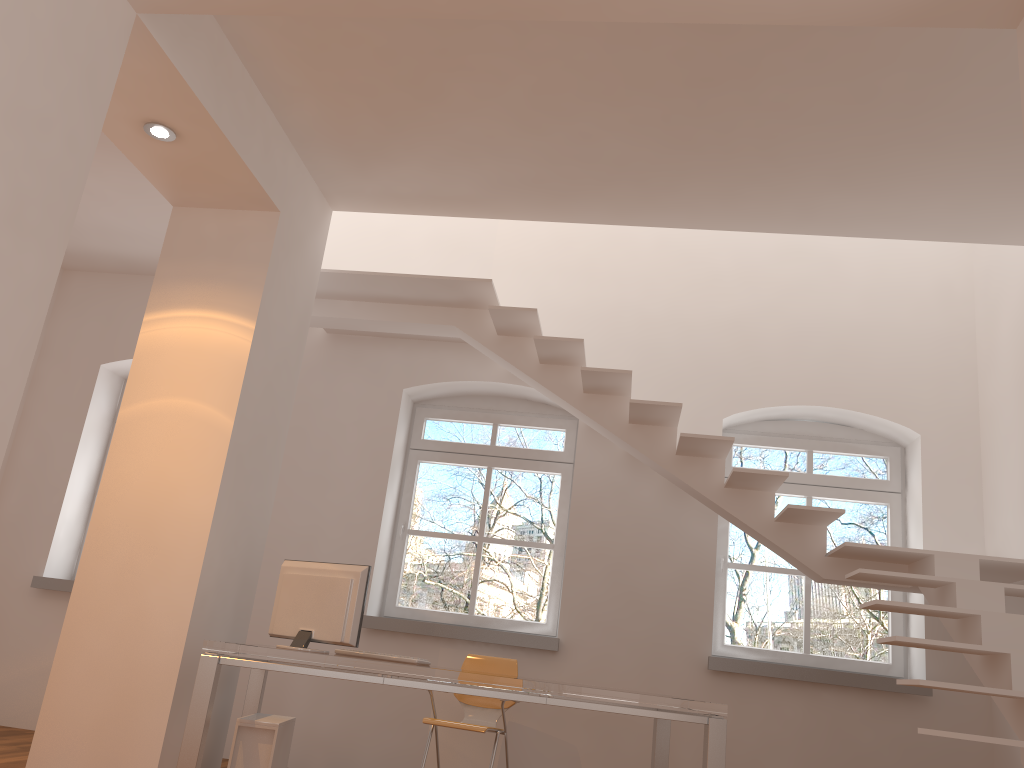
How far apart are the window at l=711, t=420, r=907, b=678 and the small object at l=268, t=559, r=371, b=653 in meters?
2.9 m

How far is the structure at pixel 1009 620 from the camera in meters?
4.0

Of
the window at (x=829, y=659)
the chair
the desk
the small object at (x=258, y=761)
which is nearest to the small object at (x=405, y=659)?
the desk

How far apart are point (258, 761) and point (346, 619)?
0.78m

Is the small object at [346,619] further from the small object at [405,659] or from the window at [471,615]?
the window at [471,615]

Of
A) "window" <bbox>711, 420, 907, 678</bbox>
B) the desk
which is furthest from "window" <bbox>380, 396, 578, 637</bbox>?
the desk

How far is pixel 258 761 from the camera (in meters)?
4.13

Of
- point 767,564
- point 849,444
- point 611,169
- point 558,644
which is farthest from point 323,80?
point 767,564

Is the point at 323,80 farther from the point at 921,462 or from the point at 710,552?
the point at 921,462

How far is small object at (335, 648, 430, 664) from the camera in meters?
4.4 m
